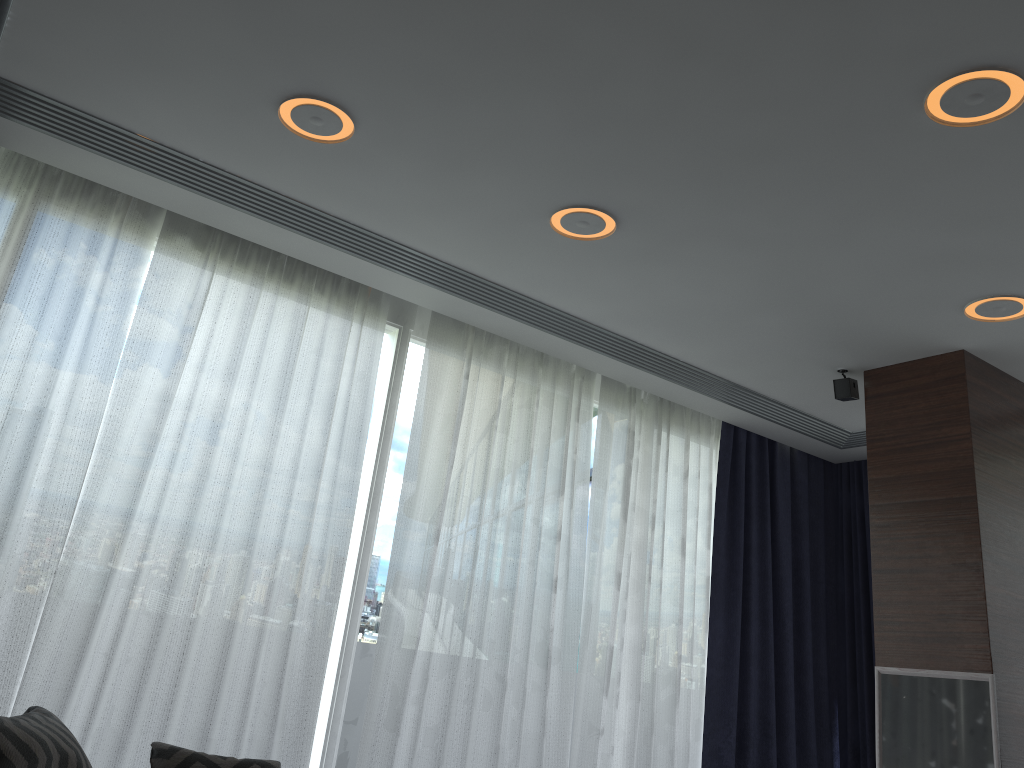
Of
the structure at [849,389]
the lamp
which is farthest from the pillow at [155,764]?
the structure at [849,389]

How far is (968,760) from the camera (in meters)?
3.45

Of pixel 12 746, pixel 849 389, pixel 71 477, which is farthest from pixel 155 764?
pixel 849 389

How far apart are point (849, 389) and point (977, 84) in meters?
2.2

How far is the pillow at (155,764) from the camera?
2.69m

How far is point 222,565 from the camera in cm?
359

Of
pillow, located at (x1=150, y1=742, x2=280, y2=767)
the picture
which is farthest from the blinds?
the picture

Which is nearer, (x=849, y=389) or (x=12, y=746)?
(x=12, y=746)

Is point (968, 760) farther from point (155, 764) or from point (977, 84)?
point (155, 764)

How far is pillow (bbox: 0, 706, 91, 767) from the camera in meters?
2.1
